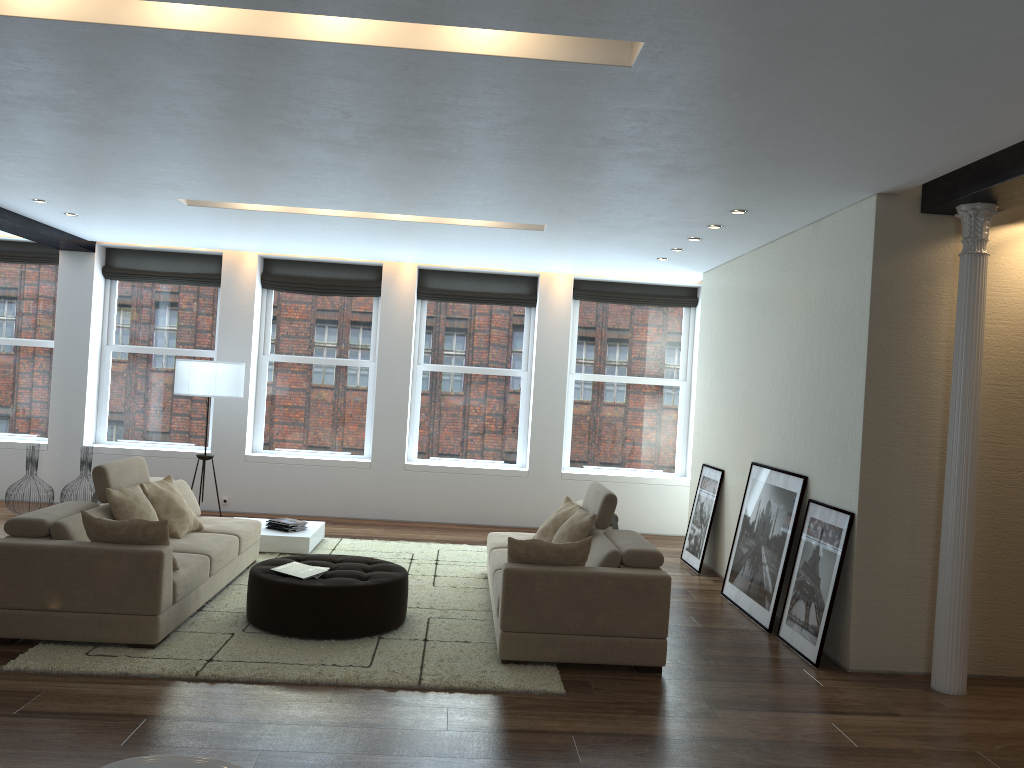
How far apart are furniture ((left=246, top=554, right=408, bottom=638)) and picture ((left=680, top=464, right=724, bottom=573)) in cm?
345

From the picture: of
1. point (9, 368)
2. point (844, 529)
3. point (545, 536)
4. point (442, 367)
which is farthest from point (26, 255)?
point (844, 529)

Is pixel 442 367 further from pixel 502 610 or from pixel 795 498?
pixel 502 610

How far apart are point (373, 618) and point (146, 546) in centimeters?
143cm

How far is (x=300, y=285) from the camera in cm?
1050

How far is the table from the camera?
8.0m

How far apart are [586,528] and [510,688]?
1.48m

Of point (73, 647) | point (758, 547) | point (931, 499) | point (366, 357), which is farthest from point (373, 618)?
point (366, 357)

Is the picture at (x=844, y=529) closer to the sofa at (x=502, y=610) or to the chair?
the sofa at (x=502, y=610)

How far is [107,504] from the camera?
6.0 meters
